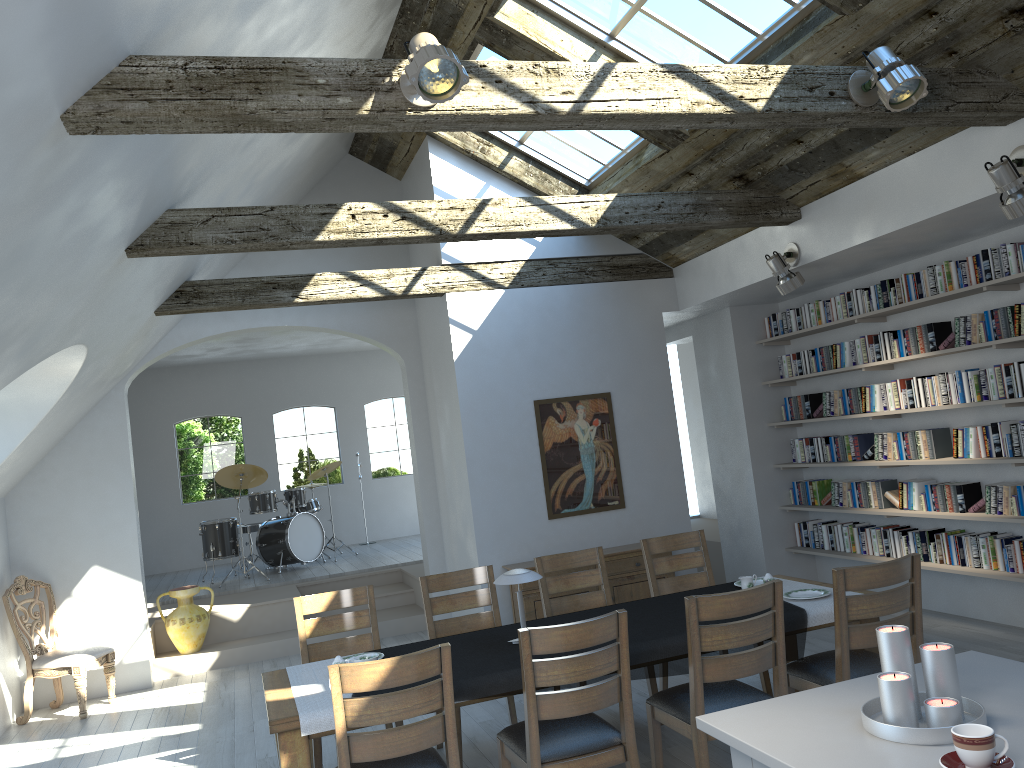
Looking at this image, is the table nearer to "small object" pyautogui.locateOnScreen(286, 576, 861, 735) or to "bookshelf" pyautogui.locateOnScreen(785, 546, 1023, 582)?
"small object" pyautogui.locateOnScreen(286, 576, 861, 735)

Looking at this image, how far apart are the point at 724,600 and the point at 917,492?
3.8 meters

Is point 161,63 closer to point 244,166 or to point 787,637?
point 244,166

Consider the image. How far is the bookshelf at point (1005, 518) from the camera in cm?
594

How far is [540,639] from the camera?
3.50m

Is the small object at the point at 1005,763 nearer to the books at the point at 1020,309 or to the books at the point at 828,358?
the books at the point at 1020,309

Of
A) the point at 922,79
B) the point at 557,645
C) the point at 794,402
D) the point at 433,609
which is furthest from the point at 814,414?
the point at 557,645

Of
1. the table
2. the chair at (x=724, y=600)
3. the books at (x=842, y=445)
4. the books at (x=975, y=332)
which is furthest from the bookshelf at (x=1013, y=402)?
the table

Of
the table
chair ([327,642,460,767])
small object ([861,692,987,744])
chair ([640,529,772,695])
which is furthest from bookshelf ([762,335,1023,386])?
the table

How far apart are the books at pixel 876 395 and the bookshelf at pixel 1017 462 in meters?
0.4
